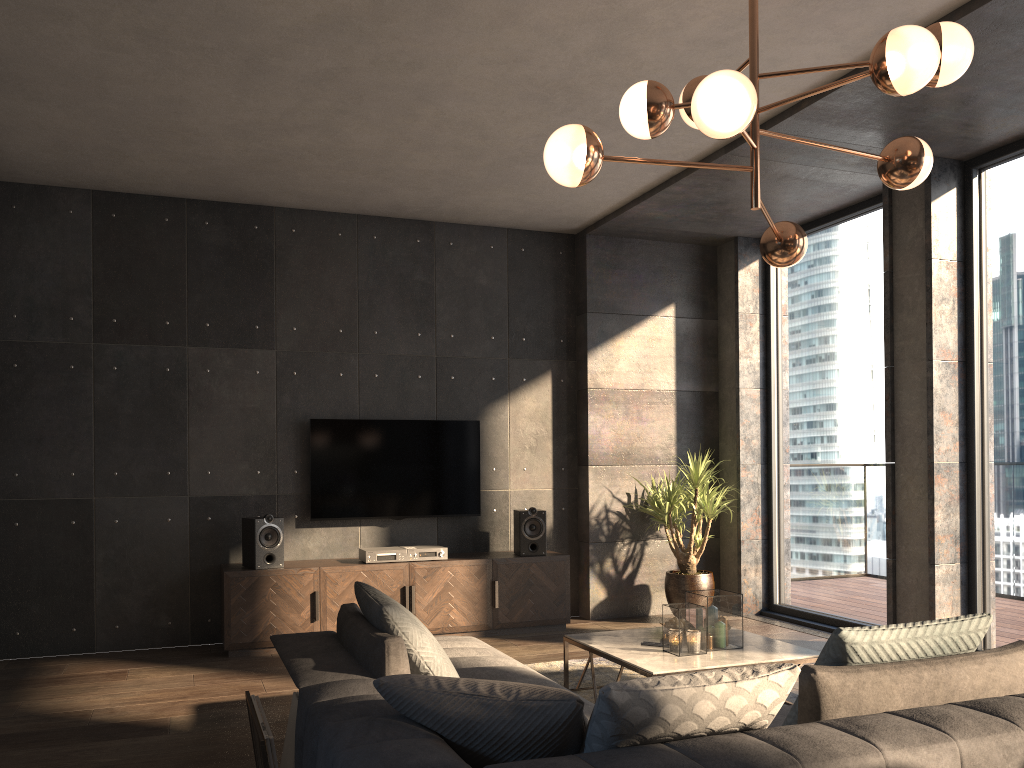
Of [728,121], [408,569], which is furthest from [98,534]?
[728,121]

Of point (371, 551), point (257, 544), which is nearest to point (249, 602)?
point (257, 544)

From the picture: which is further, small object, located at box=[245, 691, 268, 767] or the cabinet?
the cabinet

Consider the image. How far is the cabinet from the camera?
5.6m

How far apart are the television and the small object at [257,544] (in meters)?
0.43

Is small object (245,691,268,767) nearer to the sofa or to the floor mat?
the sofa

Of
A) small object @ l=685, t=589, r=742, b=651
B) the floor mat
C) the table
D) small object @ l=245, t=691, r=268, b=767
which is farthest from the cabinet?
small object @ l=245, t=691, r=268, b=767

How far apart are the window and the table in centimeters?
165cm

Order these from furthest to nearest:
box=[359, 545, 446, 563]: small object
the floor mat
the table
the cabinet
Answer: box=[359, 545, 446, 563]: small object
the cabinet
the floor mat
the table

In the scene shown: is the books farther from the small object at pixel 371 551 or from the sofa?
the small object at pixel 371 551
